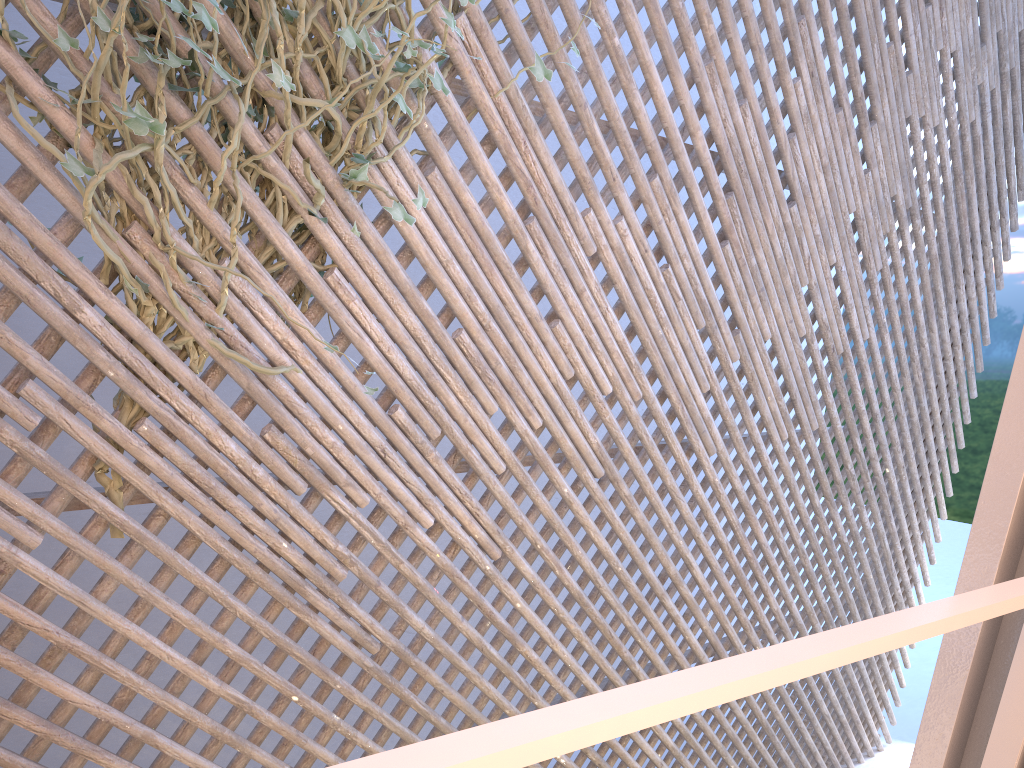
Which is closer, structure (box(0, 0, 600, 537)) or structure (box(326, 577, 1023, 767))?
structure (box(326, 577, 1023, 767))

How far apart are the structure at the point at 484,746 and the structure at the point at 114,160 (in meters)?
1.30

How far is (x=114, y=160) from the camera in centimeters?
143cm

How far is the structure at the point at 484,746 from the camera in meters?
0.2

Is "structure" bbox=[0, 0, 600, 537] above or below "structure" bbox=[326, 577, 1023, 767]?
above

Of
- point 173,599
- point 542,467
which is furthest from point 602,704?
point 173,599

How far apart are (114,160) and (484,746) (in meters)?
1.47

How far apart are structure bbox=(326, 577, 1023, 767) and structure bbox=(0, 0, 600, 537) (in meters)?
1.30

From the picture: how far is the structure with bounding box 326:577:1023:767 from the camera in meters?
0.2 m
